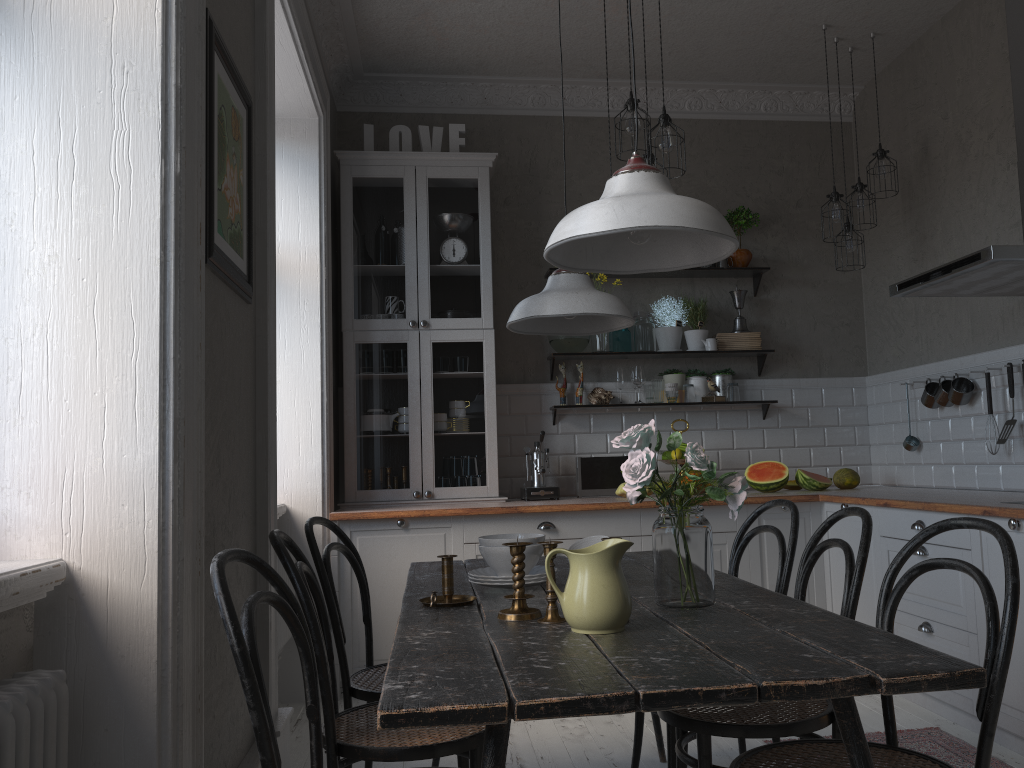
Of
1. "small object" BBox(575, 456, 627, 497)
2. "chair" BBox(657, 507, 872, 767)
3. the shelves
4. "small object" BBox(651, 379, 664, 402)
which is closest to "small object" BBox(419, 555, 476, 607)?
"chair" BBox(657, 507, 872, 767)

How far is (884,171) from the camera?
4.6m

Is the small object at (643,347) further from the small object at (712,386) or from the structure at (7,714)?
the structure at (7,714)

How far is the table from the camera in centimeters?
124cm

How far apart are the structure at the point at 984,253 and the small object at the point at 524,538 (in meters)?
1.92

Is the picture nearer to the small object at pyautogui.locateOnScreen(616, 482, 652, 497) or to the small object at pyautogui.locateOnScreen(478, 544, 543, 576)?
the small object at pyautogui.locateOnScreen(478, 544, 543, 576)

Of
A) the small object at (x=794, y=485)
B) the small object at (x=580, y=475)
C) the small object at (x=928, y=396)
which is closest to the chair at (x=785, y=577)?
the small object at (x=580, y=475)

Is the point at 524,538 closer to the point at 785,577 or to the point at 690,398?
the point at 785,577

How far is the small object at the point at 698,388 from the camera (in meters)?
5.14

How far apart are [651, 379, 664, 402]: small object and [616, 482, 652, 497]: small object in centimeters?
67cm
